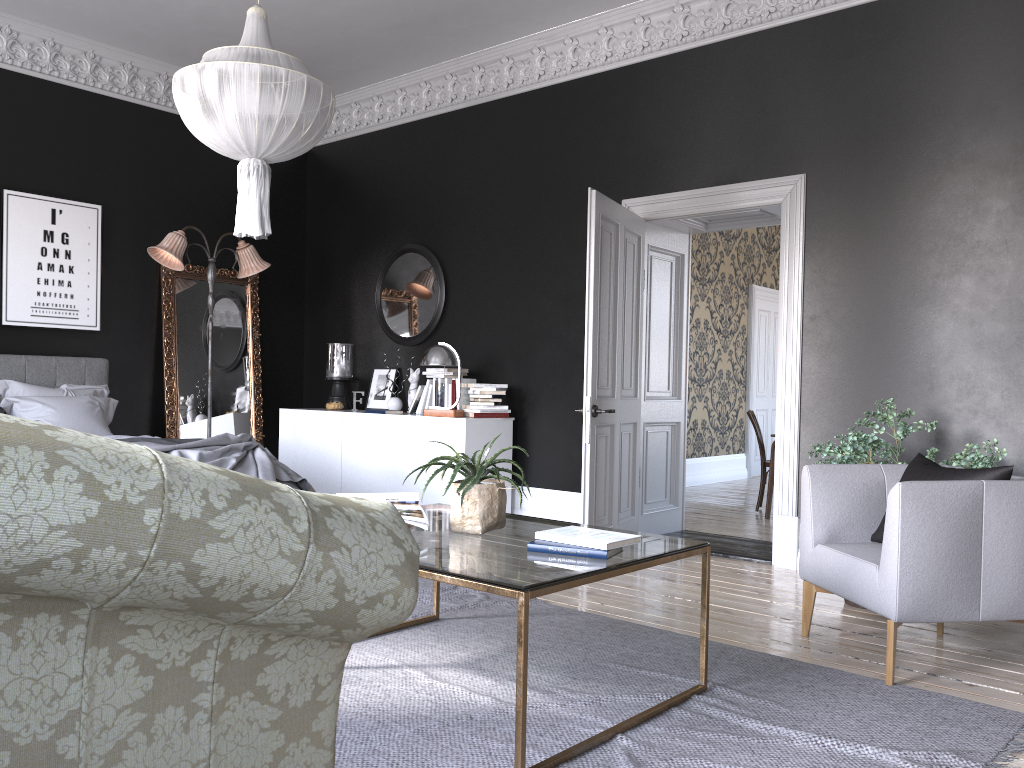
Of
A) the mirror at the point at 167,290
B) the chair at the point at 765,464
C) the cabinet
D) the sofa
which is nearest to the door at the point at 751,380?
the chair at the point at 765,464

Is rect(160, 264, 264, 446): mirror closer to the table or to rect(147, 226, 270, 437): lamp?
rect(147, 226, 270, 437): lamp

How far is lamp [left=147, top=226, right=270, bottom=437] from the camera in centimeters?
720cm

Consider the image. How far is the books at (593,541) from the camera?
2.96m

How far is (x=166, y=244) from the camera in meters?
7.2

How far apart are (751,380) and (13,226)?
8.5m

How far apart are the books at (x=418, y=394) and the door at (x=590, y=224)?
2.0m

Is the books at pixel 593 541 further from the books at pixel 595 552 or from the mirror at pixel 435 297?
the mirror at pixel 435 297

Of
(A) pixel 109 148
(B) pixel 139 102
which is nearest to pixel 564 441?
(A) pixel 109 148

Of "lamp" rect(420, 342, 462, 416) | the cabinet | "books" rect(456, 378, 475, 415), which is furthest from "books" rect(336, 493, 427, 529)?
"books" rect(456, 378, 475, 415)
